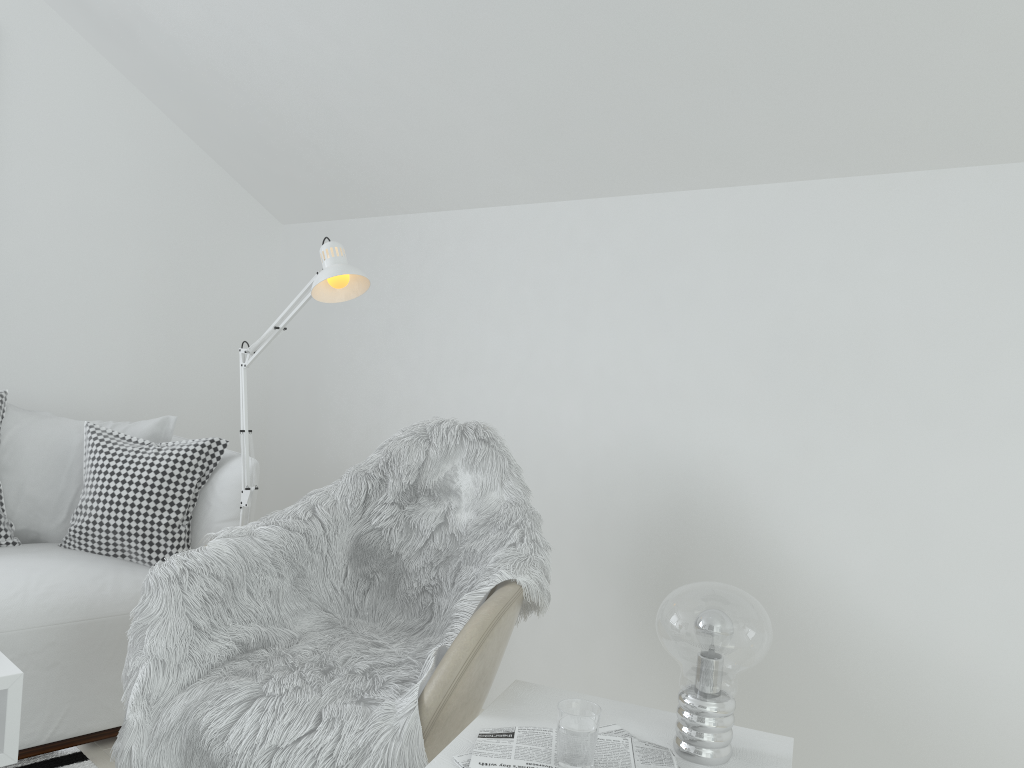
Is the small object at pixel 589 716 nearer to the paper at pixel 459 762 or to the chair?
the paper at pixel 459 762

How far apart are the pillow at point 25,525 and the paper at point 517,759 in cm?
184

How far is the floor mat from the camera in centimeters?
226cm

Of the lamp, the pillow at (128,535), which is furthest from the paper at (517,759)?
the pillow at (128,535)

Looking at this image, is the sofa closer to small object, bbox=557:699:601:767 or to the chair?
the chair

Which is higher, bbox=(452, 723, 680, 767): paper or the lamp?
the lamp

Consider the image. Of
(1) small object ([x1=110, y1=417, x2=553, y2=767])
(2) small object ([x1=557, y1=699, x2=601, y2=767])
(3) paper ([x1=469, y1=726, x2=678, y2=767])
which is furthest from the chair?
(2) small object ([x1=557, y1=699, x2=601, y2=767])

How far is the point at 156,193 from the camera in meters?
3.4

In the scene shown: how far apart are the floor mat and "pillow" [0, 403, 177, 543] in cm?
66

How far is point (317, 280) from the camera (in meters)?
2.02
